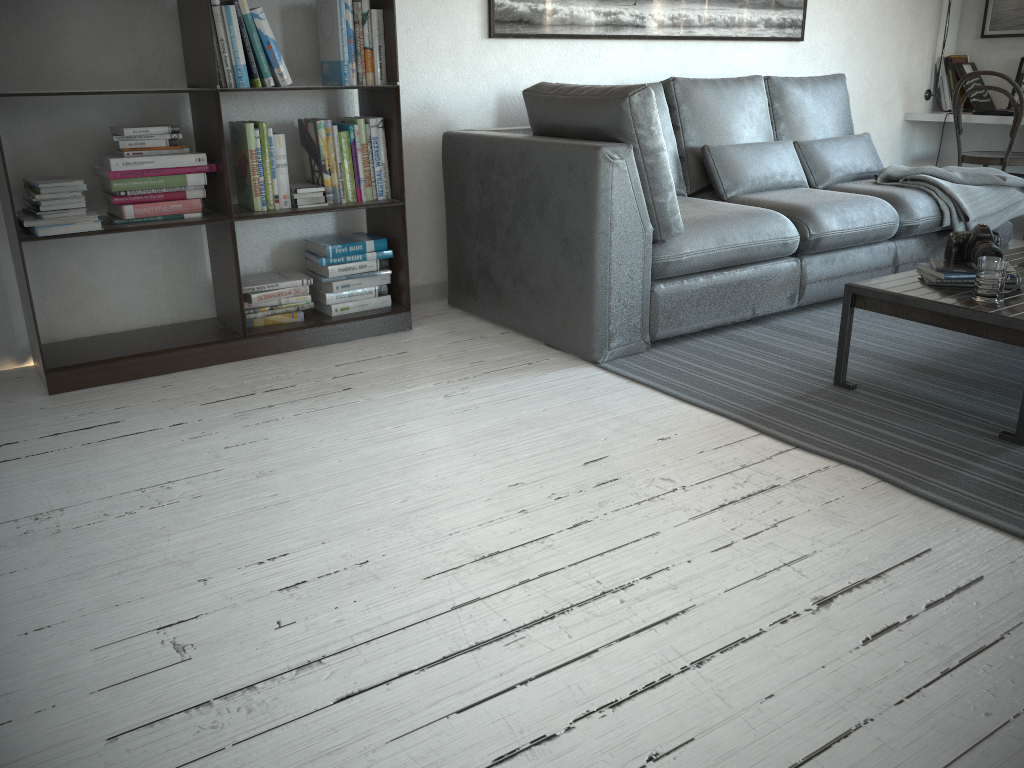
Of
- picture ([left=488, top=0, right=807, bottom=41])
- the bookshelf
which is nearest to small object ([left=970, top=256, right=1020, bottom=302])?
the bookshelf

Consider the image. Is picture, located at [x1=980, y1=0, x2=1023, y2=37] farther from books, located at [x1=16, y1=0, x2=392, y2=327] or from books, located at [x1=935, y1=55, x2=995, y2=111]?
books, located at [x1=16, y1=0, x2=392, y2=327]

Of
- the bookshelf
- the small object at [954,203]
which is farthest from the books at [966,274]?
the bookshelf

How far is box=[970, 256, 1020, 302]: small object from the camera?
2.39m

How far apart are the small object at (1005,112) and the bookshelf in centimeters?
361cm

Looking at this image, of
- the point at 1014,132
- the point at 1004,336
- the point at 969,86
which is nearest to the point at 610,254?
the point at 1004,336

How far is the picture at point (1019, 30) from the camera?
5.11m

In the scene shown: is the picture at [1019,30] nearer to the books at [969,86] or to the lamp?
the books at [969,86]

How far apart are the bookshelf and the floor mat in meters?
0.9

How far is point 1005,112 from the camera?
4.9 meters
